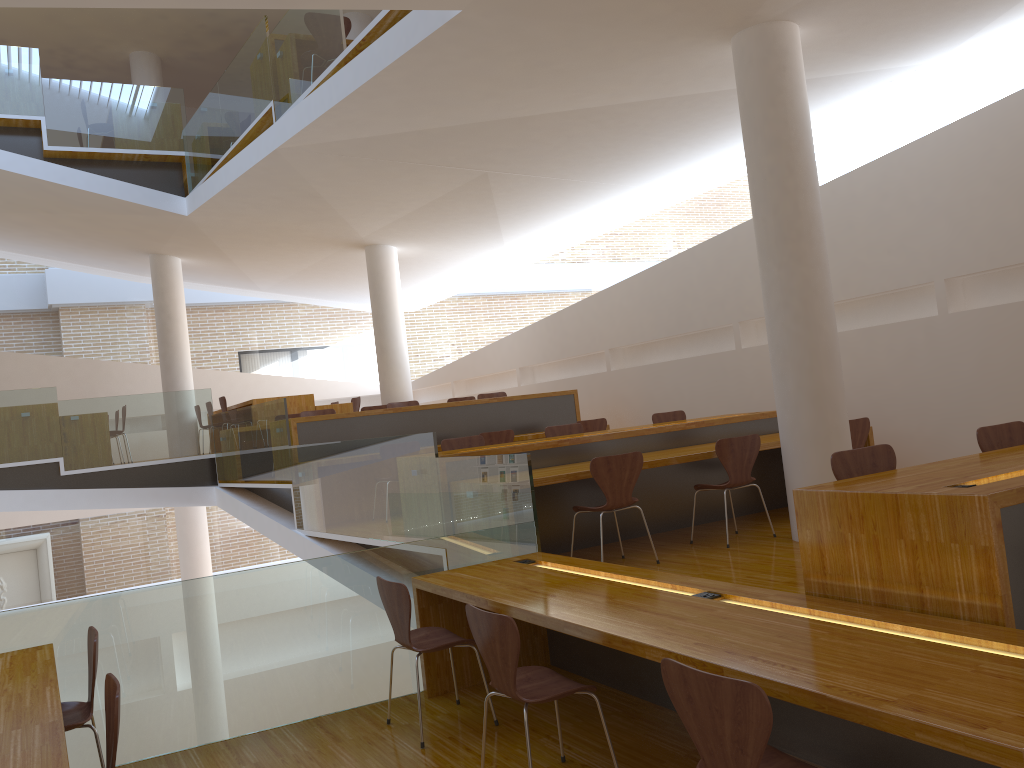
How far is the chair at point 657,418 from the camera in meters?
8.1

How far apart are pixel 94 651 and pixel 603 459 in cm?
290

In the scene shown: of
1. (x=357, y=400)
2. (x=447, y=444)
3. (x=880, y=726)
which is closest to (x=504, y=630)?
(x=880, y=726)

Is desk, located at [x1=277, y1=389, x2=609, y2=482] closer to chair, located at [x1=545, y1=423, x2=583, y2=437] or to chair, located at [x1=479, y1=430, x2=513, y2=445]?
chair, located at [x1=479, y1=430, x2=513, y2=445]

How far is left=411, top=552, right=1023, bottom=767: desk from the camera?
2.0m

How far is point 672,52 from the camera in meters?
6.0

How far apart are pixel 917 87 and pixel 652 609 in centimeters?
542cm

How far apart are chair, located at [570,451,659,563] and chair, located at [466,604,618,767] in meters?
2.0

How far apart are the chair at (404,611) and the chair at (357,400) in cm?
821

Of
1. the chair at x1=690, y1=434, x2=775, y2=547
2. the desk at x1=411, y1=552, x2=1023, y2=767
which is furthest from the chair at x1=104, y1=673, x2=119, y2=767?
the chair at x1=690, y1=434, x2=775, y2=547
